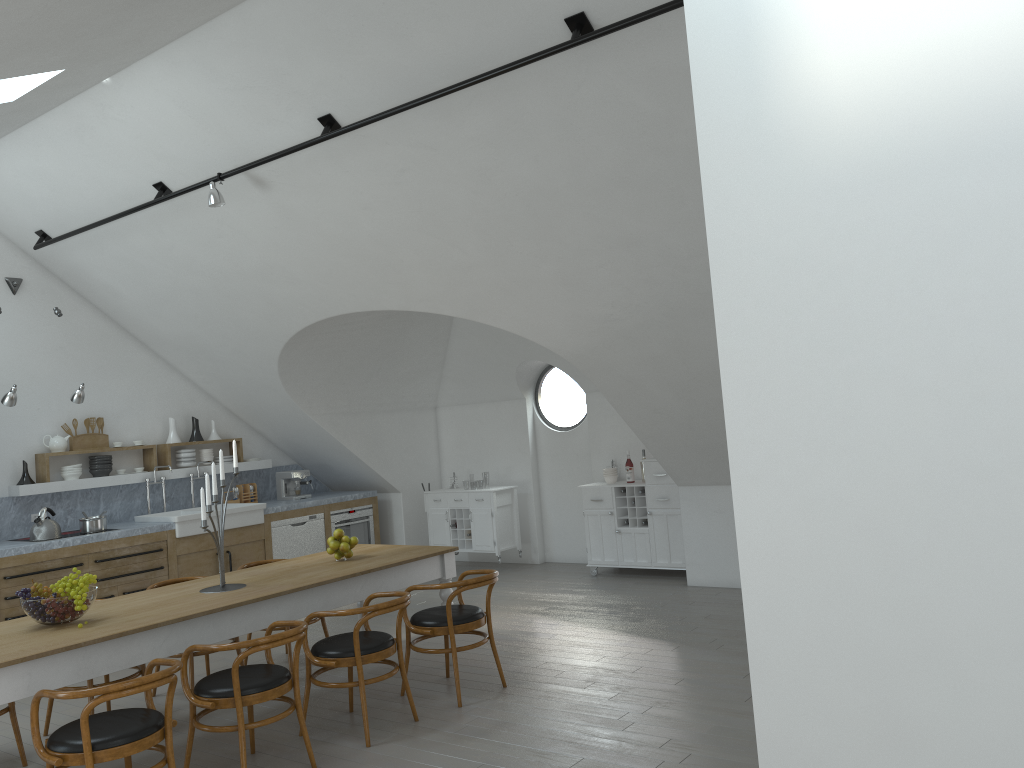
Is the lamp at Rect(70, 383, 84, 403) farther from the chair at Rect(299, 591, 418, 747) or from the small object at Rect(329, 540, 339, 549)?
the chair at Rect(299, 591, 418, 747)

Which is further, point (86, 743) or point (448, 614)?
point (448, 614)

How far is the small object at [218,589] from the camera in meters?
5.2 m

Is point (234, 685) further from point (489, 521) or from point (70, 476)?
point (489, 521)

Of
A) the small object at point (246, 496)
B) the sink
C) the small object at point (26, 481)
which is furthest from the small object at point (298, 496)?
the small object at point (26, 481)

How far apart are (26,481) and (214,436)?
1.99m

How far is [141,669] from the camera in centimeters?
541cm

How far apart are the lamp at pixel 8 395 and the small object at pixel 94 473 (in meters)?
1.41

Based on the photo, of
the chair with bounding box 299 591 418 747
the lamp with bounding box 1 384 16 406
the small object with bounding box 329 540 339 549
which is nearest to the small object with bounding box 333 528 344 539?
the small object with bounding box 329 540 339 549

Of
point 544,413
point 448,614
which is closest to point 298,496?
point 448,614
